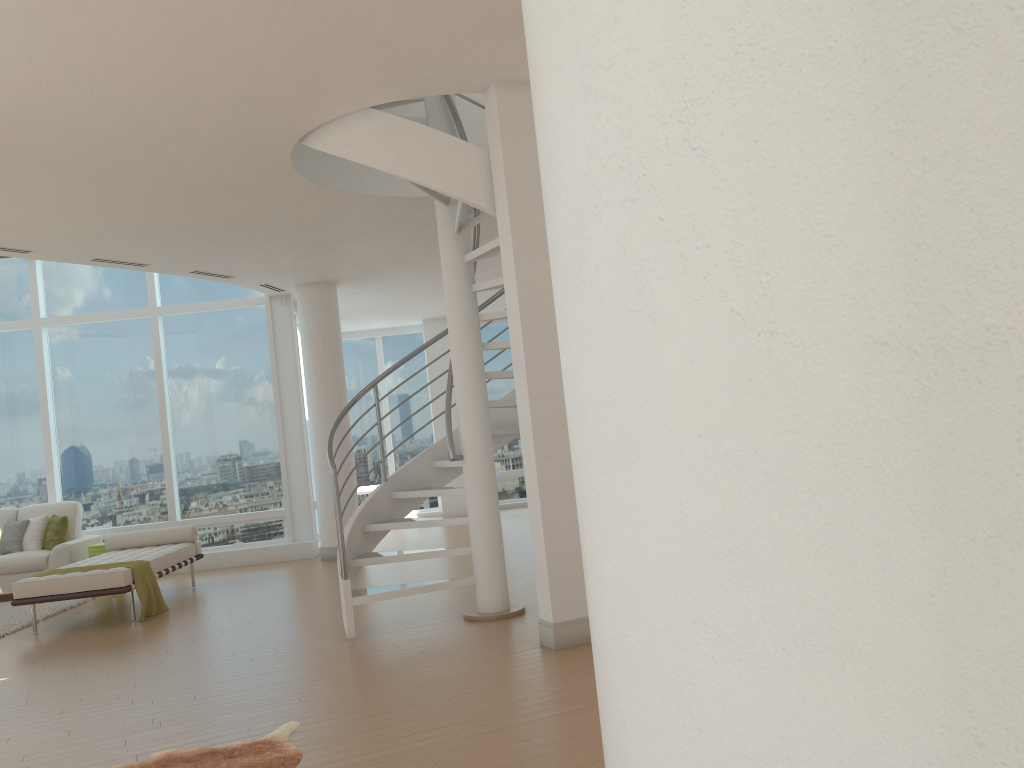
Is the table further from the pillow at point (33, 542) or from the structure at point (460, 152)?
the structure at point (460, 152)

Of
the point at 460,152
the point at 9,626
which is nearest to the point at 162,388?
the point at 9,626

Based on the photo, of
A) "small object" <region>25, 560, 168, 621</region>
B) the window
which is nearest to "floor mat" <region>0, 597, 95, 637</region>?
"small object" <region>25, 560, 168, 621</region>

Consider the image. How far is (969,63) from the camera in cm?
84

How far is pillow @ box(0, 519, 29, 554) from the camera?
10.28m

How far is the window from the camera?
11.3 meters

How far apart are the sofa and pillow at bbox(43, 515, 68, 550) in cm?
9

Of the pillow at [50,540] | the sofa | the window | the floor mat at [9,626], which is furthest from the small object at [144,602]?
the window

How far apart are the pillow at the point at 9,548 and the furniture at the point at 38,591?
1.6m

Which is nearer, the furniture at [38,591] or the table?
the furniture at [38,591]
